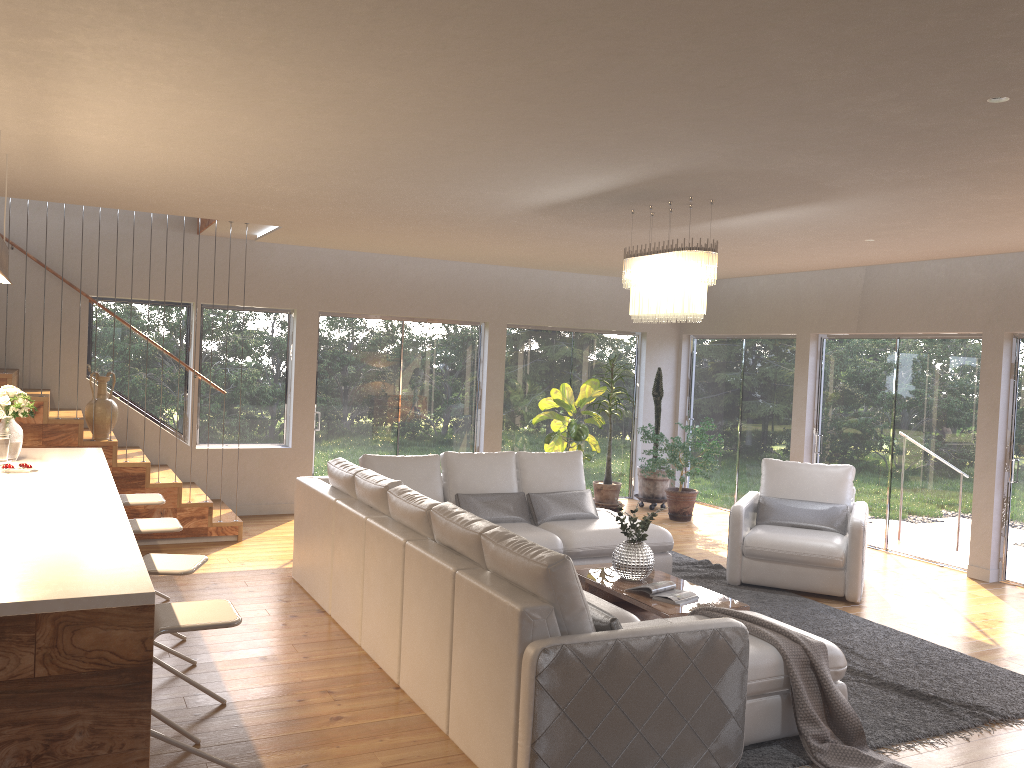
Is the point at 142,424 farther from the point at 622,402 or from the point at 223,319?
the point at 622,402

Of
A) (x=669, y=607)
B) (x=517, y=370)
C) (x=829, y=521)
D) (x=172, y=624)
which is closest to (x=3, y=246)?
(x=172, y=624)

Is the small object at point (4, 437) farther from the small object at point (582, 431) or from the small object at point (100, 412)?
the small object at point (582, 431)

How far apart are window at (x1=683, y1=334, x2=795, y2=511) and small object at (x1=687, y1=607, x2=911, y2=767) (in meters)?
5.77

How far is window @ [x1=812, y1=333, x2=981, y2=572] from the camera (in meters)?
8.01

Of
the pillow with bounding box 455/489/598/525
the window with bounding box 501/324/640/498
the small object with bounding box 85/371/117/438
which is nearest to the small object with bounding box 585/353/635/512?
the window with bounding box 501/324/640/498

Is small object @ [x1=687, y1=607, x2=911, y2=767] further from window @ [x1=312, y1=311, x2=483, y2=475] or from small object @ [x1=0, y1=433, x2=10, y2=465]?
window @ [x1=312, y1=311, x2=483, y2=475]

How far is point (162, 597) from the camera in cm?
591

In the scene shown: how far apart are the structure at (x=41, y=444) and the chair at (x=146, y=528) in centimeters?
277cm

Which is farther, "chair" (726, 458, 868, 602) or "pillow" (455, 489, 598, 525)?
"pillow" (455, 489, 598, 525)
